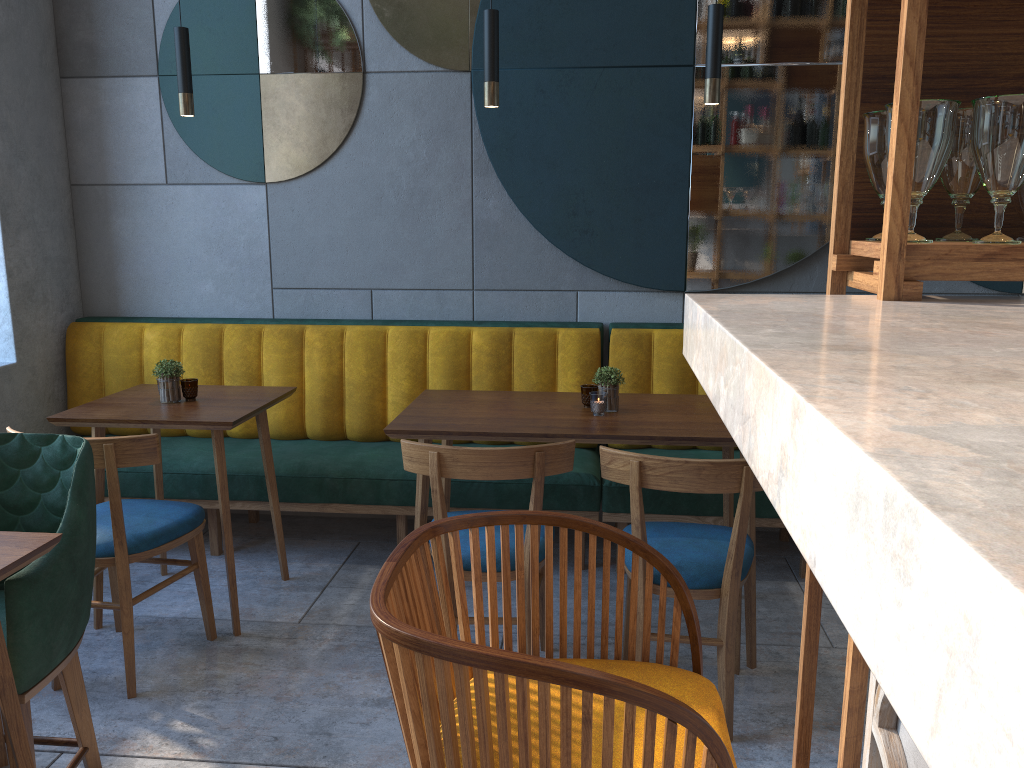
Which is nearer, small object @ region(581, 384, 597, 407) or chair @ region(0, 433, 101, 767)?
chair @ region(0, 433, 101, 767)

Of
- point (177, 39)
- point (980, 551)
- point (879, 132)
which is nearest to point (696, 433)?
point (879, 132)

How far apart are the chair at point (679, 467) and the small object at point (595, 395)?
0.40m

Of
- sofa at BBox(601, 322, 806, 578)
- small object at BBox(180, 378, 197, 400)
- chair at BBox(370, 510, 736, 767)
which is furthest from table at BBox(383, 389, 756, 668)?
chair at BBox(370, 510, 736, 767)

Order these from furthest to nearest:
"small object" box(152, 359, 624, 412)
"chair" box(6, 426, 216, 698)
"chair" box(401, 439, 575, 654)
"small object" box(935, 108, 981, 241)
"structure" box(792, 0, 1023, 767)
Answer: "small object" box(152, 359, 624, 412), "chair" box(6, 426, 216, 698), "chair" box(401, 439, 575, 654), "small object" box(935, 108, 981, 241), "structure" box(792, 0, 1023, 767)

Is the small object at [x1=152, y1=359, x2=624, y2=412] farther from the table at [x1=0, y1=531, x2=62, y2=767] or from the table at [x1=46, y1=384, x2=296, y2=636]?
the table at [x1=0, y1=531, x2=62, y2=767]

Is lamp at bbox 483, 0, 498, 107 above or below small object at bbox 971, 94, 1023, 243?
above

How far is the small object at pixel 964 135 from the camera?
1.2 meters

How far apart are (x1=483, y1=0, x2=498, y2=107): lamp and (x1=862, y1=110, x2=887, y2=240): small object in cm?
176

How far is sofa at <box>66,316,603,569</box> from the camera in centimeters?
346cm
